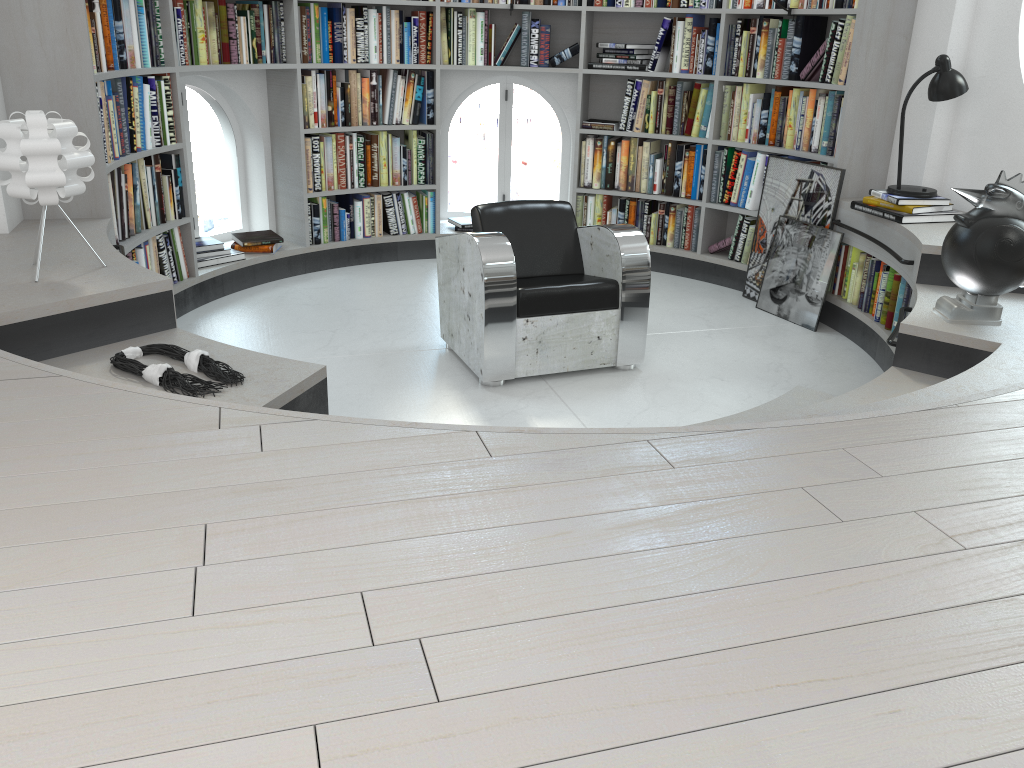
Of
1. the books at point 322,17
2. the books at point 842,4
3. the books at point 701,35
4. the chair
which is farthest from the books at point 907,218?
the books at point 322,17

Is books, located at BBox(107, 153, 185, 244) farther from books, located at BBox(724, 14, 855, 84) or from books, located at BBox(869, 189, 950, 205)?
books, located at BBox(869, 189, 950, 205)

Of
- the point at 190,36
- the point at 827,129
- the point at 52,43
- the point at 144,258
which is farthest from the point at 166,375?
the point at 827,129

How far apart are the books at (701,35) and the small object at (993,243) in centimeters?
256cm

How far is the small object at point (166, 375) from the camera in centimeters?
253cm

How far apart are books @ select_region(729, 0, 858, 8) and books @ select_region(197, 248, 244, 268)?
3.24m

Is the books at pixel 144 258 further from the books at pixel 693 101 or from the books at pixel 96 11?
the books at pixel 693 101

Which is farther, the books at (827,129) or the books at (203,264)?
the books at (203,264)

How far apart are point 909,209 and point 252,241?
3.7m

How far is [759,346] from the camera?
4.6m
